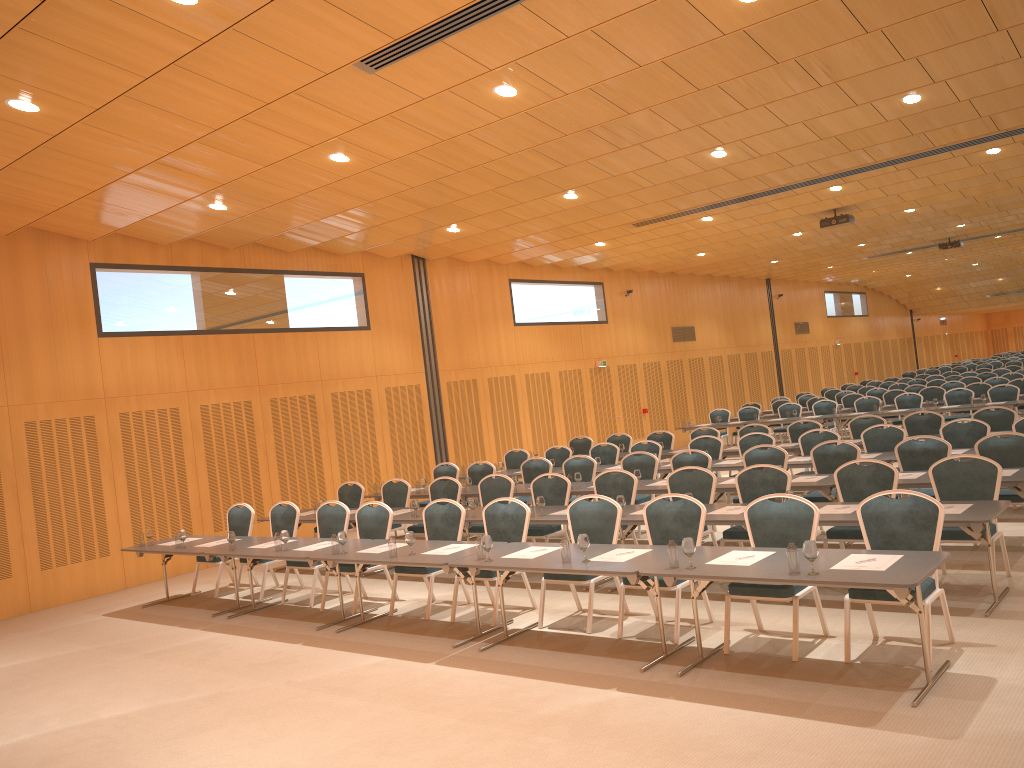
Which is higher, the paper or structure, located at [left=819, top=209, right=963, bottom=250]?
structure, located at [left=819, top=209, right=963, bottom=250]

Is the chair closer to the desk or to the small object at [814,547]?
the desk

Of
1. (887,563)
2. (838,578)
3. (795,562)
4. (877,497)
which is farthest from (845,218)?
(838,578)

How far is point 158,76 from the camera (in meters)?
7.58

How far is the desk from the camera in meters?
5.5 m

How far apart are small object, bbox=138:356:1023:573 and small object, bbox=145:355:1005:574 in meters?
0.1

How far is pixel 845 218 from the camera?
17.9m

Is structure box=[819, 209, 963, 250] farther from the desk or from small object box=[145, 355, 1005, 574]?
small object box=[145, 355, 1005, 574]

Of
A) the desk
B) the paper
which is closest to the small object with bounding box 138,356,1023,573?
the desk

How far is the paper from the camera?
5.70m
